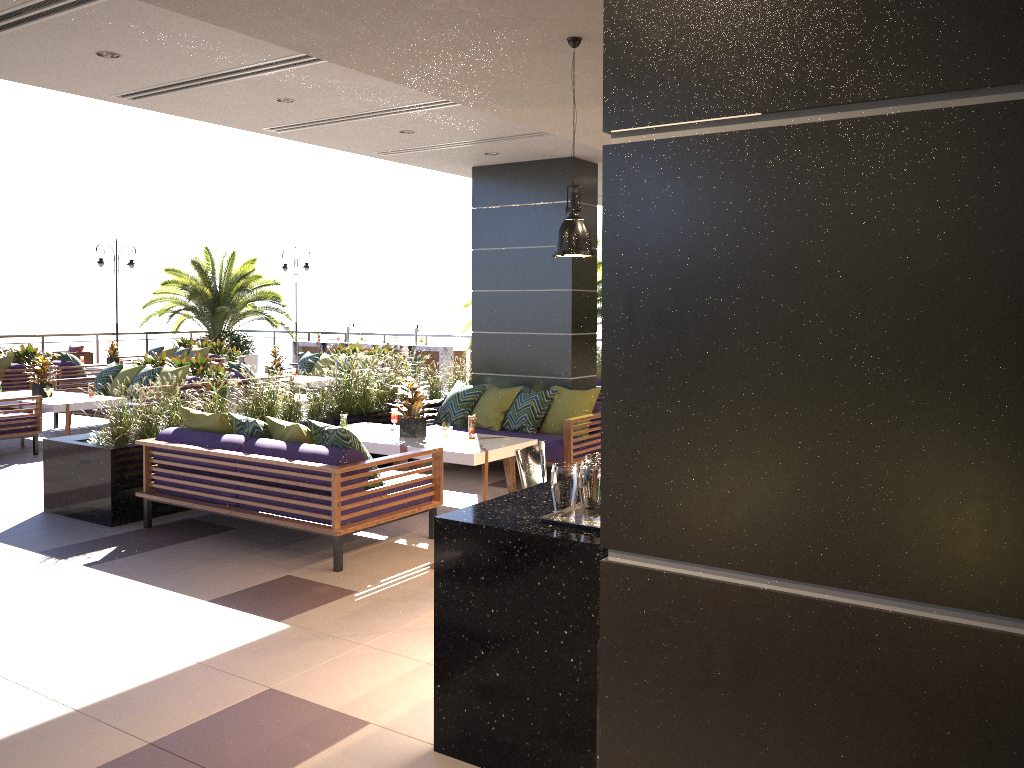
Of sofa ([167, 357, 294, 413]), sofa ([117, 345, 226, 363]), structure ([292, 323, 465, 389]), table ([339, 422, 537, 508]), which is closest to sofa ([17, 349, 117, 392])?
sofa ([117, 345, 226, 363])

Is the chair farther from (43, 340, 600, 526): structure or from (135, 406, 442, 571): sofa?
(135, 406, 442, 571): sofa

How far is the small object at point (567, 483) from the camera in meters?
3.3 m

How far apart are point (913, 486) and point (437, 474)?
5.8 meters

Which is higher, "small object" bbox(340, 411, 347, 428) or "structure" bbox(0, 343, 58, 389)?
"structure" bbox(0, 343, 58, 389)

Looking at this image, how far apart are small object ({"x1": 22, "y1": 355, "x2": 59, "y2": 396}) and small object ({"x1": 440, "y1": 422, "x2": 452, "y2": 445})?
6.4m

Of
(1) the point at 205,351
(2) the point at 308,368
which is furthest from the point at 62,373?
(2) the point at 308,368

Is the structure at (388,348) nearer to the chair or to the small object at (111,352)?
the small object at (111,352)

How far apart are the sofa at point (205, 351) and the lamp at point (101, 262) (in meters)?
4.21

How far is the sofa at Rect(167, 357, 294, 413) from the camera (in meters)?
12.80
